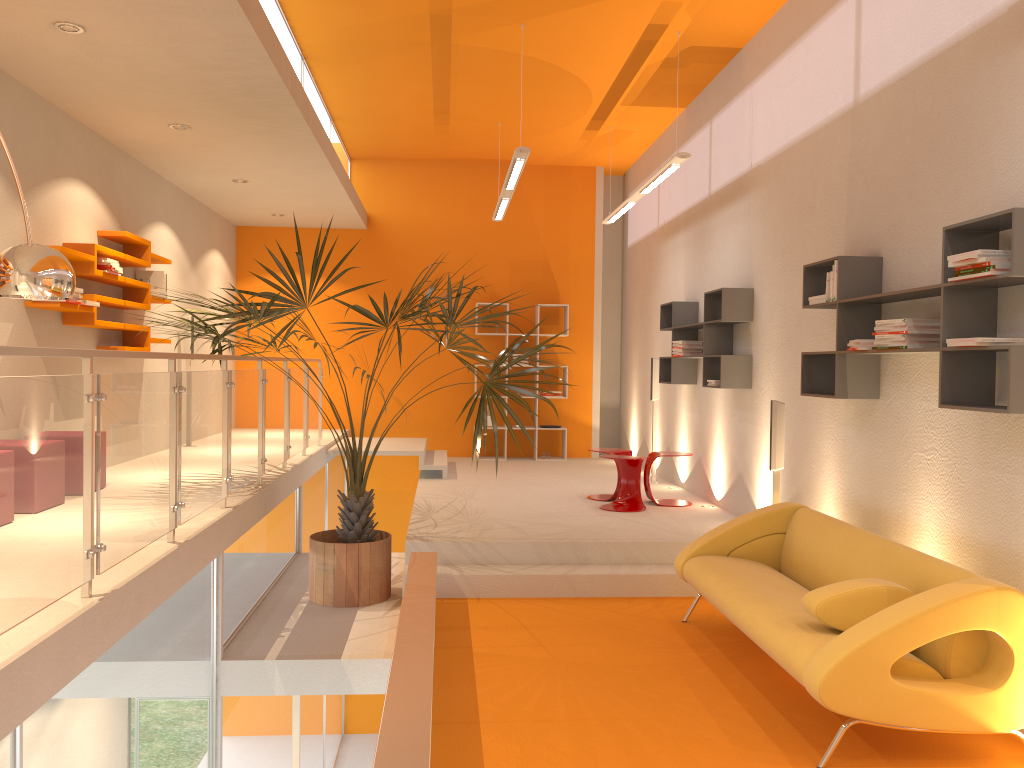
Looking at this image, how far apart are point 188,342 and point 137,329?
1.8m

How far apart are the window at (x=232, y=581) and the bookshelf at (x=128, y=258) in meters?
2.3

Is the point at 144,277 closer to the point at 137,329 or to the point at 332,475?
the point at 137,329

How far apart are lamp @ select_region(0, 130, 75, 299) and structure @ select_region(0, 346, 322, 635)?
0.4 meters

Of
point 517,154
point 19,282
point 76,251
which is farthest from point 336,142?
point 19,282

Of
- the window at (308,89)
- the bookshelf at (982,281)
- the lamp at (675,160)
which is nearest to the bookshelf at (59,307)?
the window at (308,89)

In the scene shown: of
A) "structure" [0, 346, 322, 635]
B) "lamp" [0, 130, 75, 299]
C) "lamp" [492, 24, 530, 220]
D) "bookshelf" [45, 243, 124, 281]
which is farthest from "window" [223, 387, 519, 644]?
"lamp" [492, 24, 530, 220]

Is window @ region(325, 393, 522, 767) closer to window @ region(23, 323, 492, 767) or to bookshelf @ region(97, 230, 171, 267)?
bookshelf @ region(97, 230, 171, 267)

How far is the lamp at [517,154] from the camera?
6.8m

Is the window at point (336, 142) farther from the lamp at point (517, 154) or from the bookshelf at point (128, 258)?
the bookshelf at point (128, 258)
